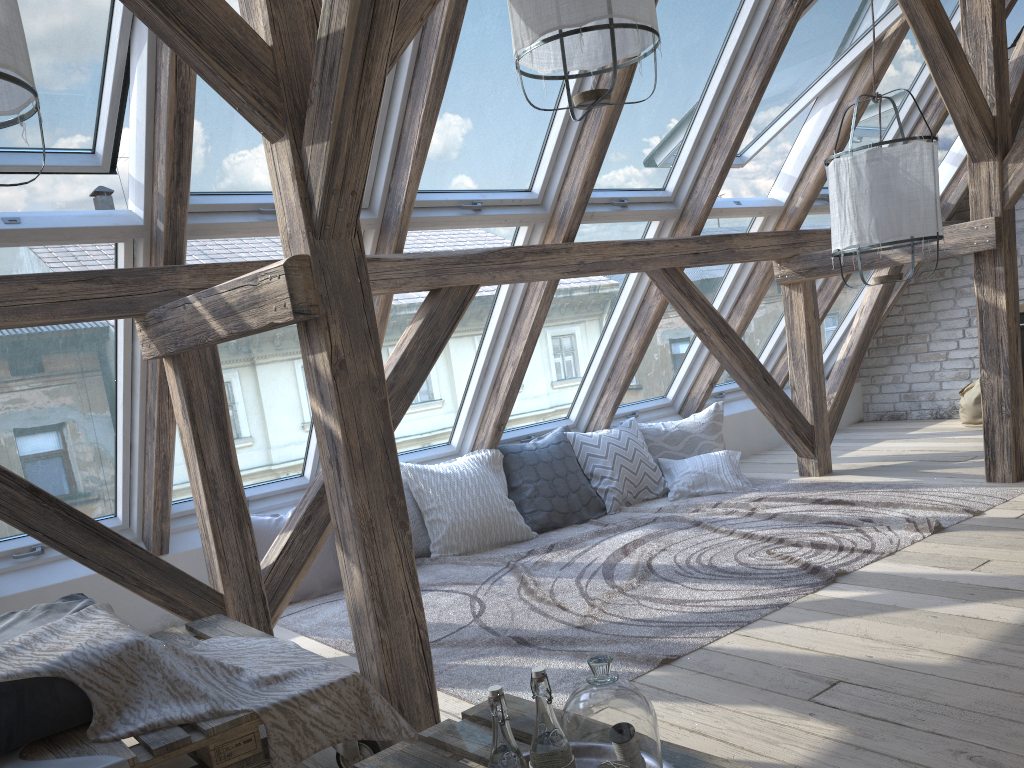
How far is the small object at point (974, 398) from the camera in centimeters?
634cm

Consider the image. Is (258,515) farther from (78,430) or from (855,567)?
(855,567)

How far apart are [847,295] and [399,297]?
4.14m

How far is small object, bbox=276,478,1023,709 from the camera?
2.90m

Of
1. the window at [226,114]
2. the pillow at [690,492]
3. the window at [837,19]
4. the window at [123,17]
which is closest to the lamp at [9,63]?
the window at [123,17]

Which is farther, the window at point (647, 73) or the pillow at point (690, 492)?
the pillow at point (690, 492)

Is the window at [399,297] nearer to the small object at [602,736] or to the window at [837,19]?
the window at [837,19]

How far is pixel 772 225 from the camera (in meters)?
5.42

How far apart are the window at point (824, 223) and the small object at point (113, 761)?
5.0 meters

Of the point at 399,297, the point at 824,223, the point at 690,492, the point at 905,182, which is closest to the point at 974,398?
the point at 824,223
